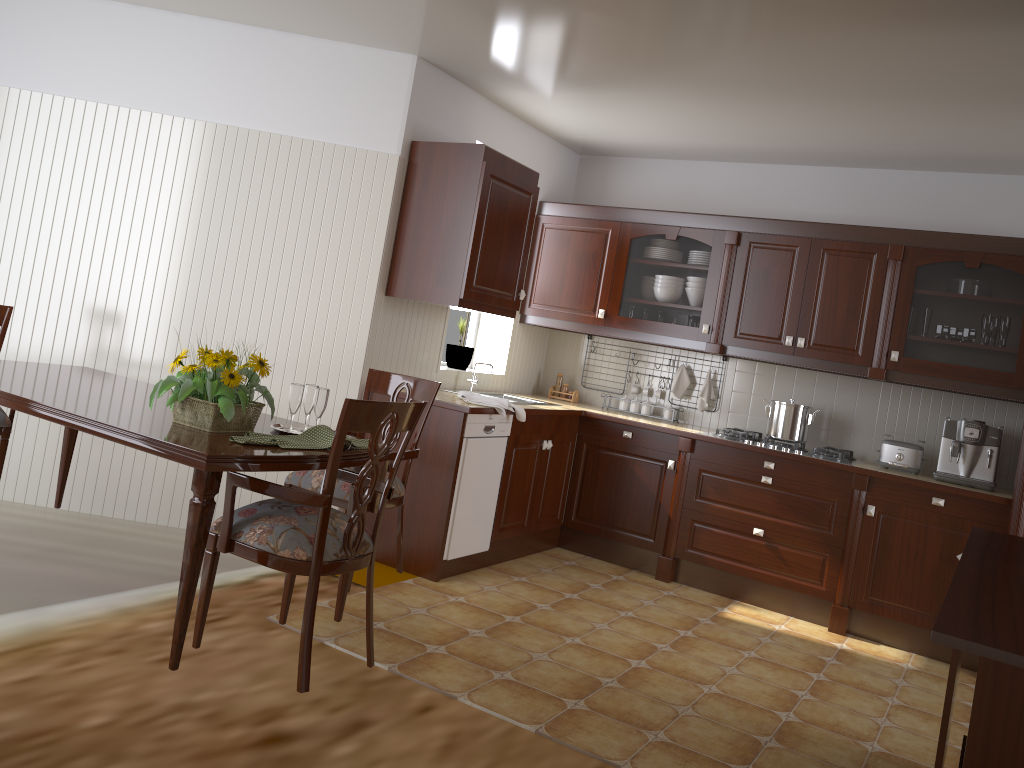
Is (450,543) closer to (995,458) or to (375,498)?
(375,498)

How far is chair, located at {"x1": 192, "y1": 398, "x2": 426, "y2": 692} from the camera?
2.26m

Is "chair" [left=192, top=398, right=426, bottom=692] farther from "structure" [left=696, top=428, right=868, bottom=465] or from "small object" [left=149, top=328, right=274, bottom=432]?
"structure" [left=696, top=428, right=868, bottom=465]

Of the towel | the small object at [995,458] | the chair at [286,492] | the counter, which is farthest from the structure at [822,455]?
the chair at [286,492]

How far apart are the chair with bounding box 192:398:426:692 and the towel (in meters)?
1.58

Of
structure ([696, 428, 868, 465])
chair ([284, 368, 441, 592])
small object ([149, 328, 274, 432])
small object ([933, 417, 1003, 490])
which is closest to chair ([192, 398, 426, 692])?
small object ([149, 328, 274, 432])

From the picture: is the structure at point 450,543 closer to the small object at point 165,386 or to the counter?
the counter

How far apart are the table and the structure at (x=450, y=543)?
1.3m

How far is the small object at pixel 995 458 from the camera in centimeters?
430cm

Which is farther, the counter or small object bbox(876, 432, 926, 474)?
small object bbox(876, 432, 926, 474)
